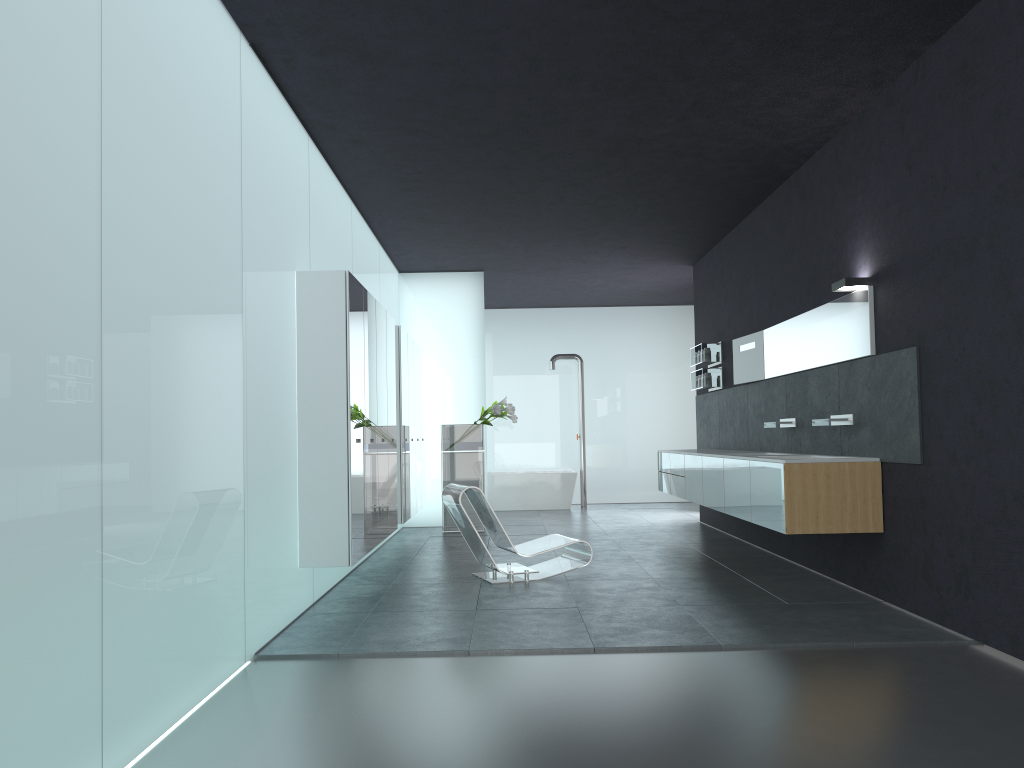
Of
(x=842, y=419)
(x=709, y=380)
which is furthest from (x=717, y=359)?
(x=842, y=419)

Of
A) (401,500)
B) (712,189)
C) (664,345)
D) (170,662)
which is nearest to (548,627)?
(170,662)

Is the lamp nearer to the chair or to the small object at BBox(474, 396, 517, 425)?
the chair

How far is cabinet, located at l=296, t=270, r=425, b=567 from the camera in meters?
6.6

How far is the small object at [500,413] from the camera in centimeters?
1205cm

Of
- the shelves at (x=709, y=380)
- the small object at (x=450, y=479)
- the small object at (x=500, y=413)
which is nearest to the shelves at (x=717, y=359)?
the shelves at (x=709, y=380)

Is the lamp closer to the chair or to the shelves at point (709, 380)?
the chair

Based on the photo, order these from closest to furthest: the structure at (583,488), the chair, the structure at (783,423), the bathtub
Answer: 1. the chair
2. the structure at (783,423)
3. the bathtub
4. the structure at (583,488)

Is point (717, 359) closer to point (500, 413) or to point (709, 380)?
point (709, 380)

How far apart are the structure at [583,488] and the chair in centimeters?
751cm
